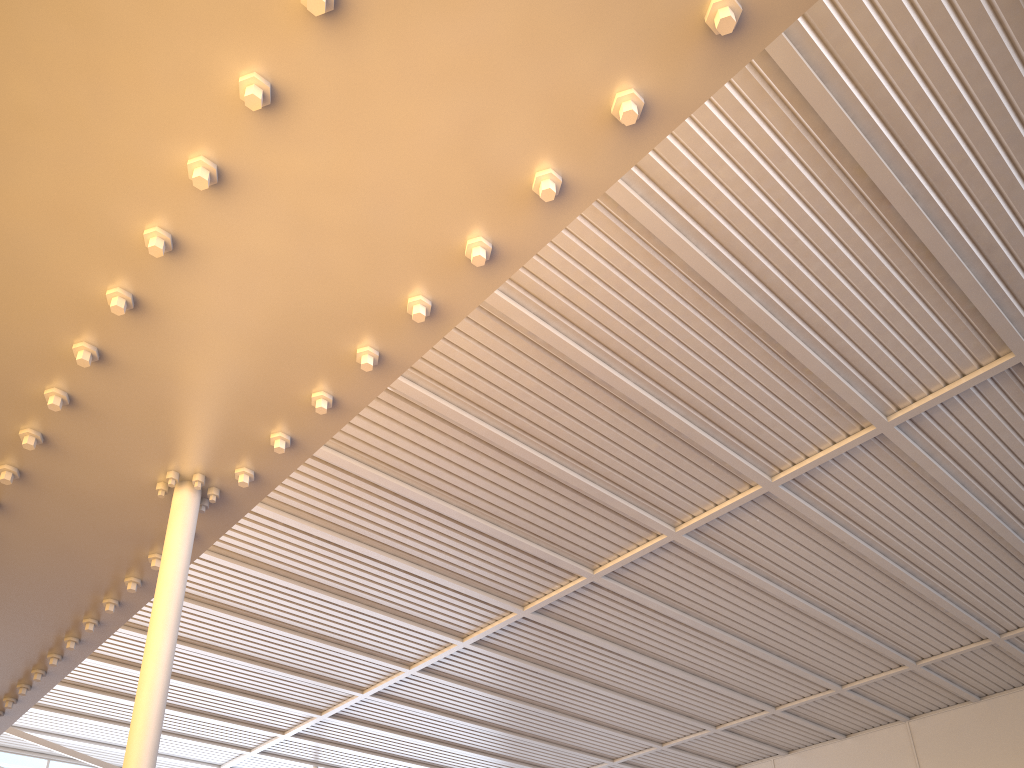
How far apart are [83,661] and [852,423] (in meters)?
18.72

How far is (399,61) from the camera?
4.27m
